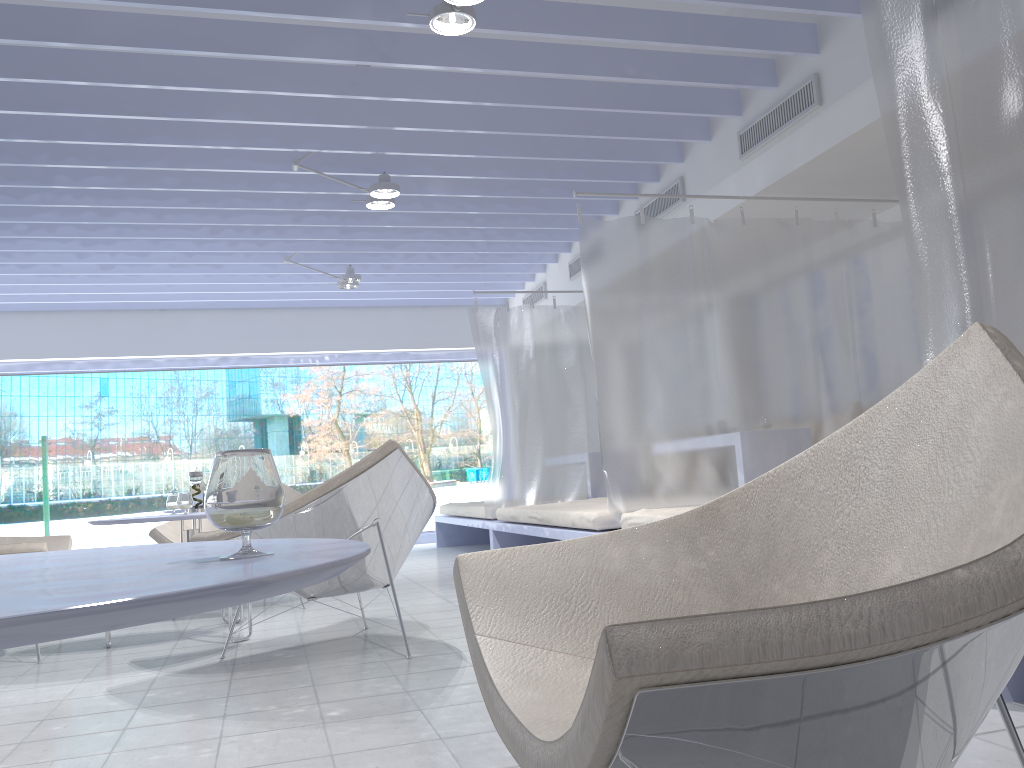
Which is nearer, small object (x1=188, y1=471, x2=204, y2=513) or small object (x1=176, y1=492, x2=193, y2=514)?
small object (x1=176, y1=492, x2=193, y2=514)

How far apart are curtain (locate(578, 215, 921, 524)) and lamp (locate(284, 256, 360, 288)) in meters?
3.0 m

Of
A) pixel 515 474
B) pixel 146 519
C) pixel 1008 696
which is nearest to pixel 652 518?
pixel 1008 696

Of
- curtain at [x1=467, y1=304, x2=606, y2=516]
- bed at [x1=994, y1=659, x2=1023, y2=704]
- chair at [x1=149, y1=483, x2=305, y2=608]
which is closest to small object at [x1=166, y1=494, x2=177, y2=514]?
chair at [x1=149, y1=483, x2=305, y2=608]

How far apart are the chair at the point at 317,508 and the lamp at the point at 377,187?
2.2 meters

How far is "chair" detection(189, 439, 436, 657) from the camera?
3.05m

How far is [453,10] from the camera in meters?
3.1

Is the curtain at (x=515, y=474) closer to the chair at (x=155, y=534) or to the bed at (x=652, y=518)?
the chair at (x=155, y=534)

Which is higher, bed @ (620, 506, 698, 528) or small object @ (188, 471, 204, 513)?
small object @ (188, 471, 204, 513)

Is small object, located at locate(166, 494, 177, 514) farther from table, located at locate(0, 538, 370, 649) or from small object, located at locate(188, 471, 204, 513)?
table, located at locate(0, 538, 370, 649)
